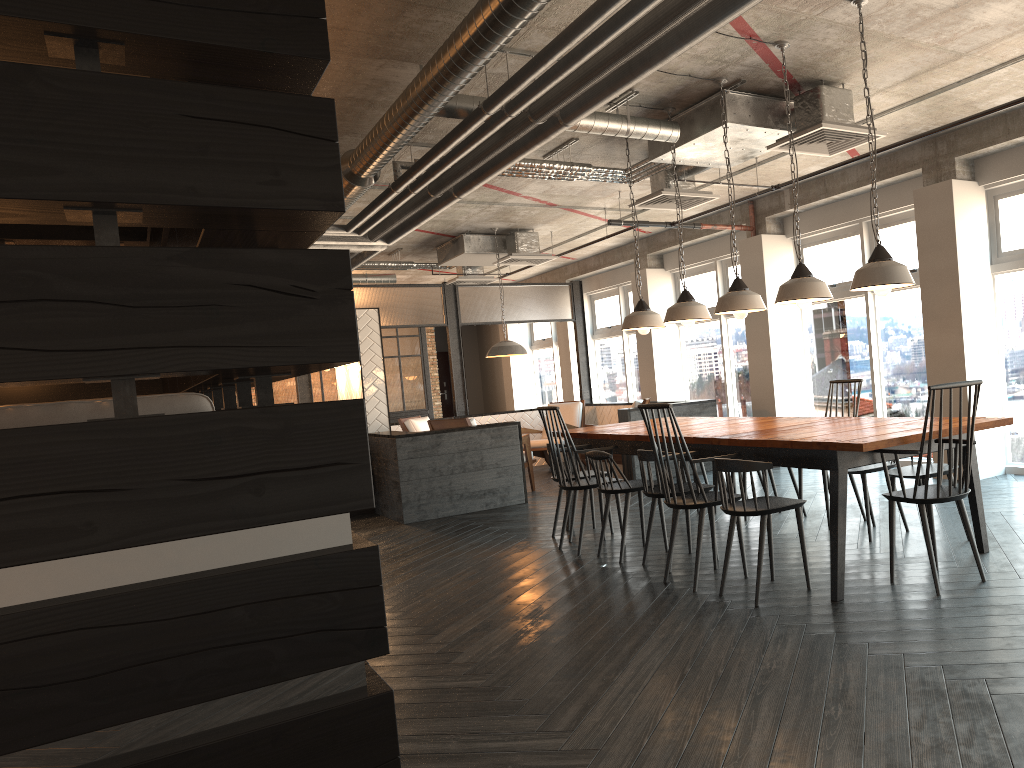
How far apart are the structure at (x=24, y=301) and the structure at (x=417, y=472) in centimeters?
→ 219cm

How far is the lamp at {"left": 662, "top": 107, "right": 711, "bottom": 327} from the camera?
5.85m

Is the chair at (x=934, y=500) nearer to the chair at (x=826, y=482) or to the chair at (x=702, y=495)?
the chair at (x=702, y=495)

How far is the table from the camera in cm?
386

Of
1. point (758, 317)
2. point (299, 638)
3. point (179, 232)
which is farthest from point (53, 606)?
point (758, 317)

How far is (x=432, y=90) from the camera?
4.80m

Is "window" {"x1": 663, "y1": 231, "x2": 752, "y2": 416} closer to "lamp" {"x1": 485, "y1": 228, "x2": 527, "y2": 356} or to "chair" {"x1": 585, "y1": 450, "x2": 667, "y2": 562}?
"lamp" {"x1": 485, "y1": 228, "x2": 527, "y2": 356}

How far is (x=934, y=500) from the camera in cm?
376

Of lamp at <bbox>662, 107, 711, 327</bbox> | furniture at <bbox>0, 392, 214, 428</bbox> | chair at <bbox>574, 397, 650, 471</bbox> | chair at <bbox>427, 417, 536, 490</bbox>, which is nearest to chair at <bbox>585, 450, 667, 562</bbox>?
lamp at <bbox>662, 107, 711, 327</bbox>

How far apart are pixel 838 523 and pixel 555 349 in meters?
12.3 m
